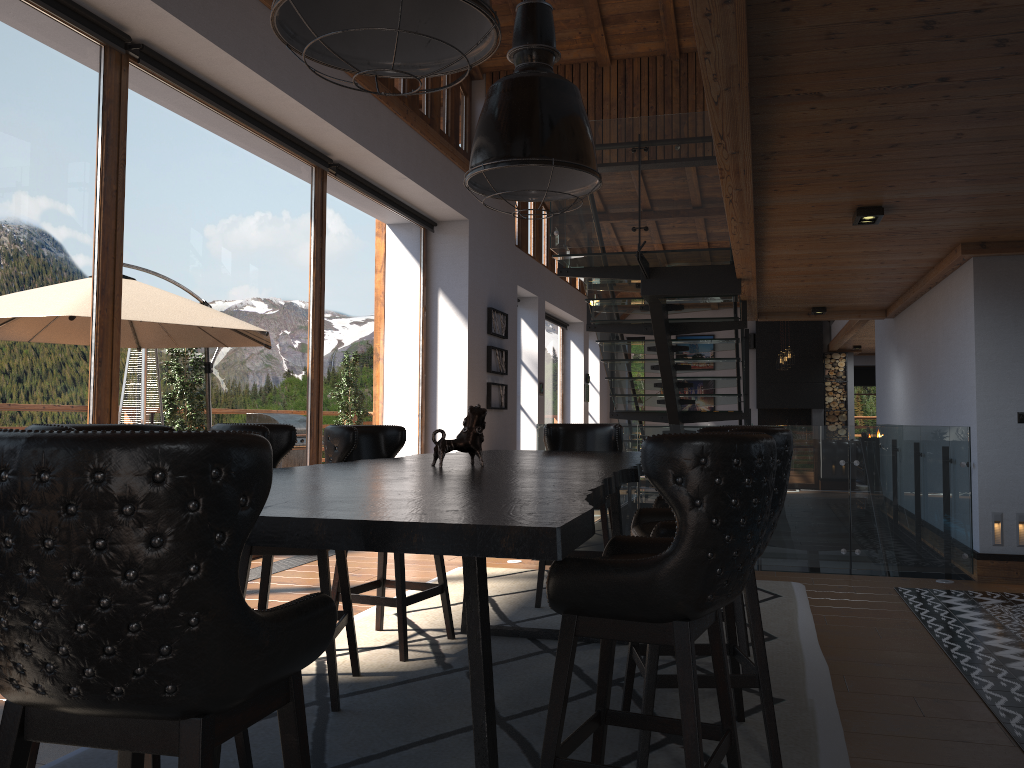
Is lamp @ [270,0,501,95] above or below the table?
above

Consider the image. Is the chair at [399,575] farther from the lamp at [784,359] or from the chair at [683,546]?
the lamp at [784,359]

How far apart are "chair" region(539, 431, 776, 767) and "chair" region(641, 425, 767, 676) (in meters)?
1.31

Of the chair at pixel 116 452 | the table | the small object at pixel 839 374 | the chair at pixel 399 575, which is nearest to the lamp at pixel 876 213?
the table

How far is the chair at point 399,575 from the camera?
4.1m

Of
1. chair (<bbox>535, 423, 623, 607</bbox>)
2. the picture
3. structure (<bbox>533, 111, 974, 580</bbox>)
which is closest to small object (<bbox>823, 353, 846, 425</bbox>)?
structure (<bbox>533, 111, 974, 580</bbox>)

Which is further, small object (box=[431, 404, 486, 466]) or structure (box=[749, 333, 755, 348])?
structure (box=[749, 333, 755, 348])

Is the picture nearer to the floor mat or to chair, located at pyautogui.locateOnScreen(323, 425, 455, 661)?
the floor mat

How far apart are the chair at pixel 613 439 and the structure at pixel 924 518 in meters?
1.4

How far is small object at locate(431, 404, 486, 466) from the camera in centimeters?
343cm
